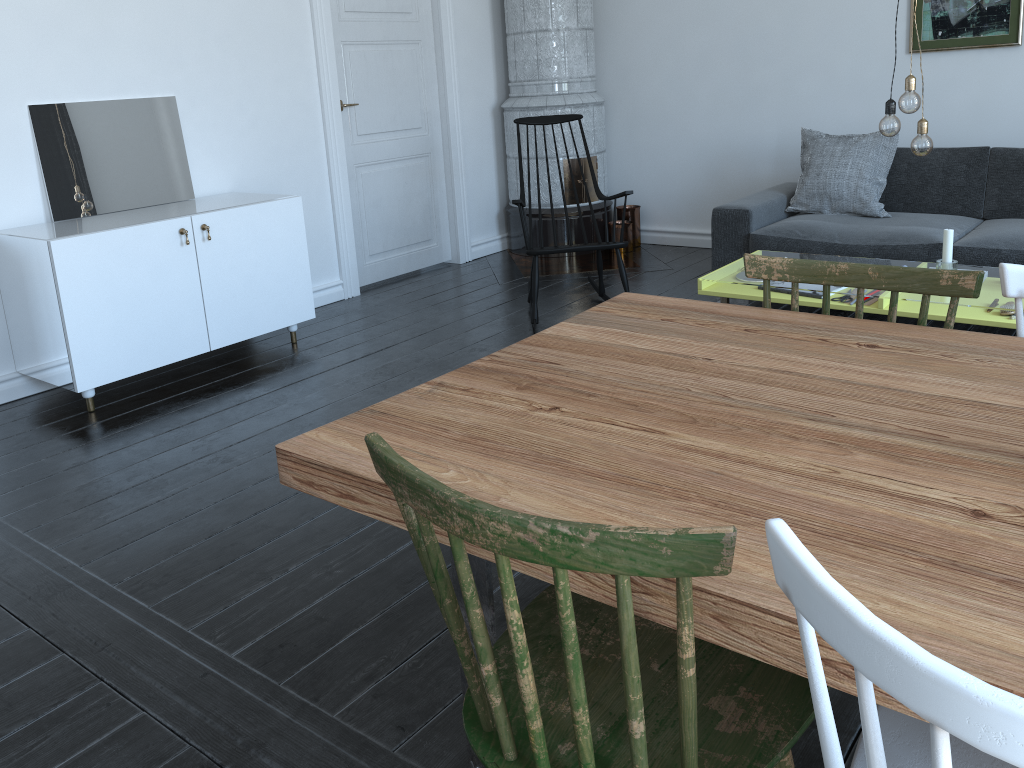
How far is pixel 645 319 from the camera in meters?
1.9 m

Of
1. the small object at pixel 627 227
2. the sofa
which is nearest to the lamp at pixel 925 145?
the sofa

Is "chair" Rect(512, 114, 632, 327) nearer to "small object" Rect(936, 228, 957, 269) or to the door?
the door

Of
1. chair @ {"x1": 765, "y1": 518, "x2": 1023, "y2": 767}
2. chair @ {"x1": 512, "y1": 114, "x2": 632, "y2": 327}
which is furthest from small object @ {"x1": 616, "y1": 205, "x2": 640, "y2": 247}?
chair @ {"x1": 765, "y1": 518, "x2": 1023, "y2": 767}

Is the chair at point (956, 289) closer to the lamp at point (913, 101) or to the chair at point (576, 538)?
the chair at point (576, 538)

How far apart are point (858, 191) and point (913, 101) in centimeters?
163cm

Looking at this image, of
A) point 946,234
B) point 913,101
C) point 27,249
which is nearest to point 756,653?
point 913,101

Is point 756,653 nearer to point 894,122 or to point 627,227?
point 894,122

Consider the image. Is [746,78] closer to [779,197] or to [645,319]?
[779,197]

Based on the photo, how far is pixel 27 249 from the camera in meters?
3.5 m
